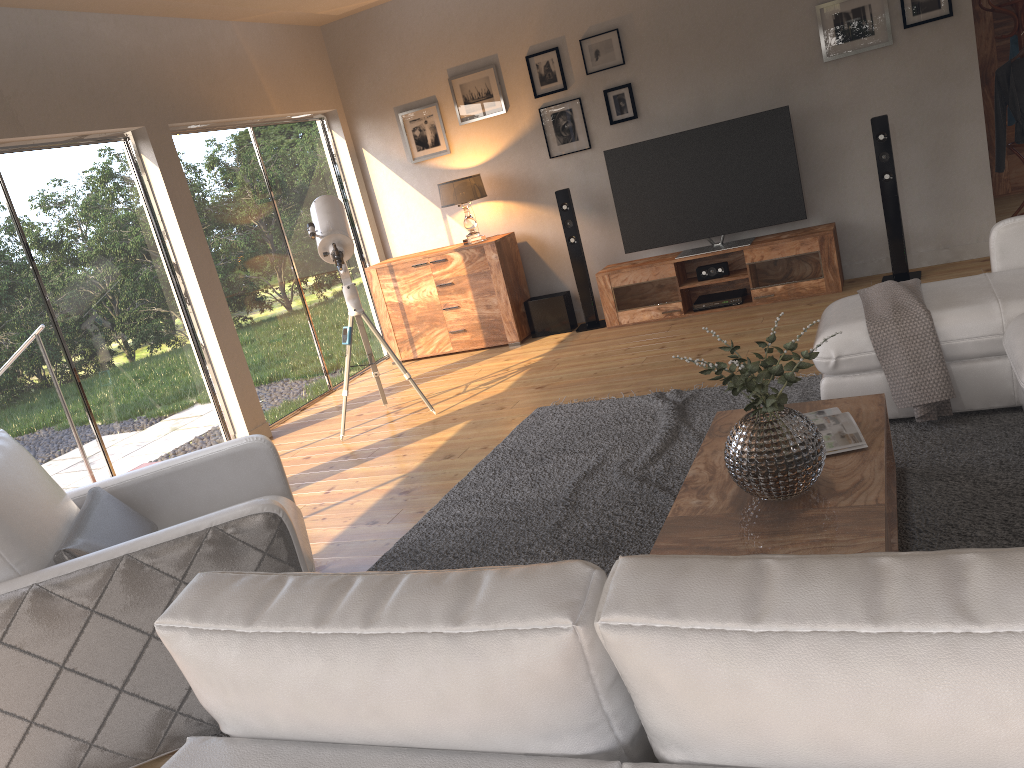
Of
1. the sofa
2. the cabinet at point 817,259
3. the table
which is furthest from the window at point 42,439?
the sofa

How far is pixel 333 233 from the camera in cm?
524

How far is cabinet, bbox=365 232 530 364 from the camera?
6.9 meters

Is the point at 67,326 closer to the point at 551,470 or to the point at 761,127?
the point at 551,470

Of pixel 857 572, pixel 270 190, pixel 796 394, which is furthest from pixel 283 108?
pixel 857 572

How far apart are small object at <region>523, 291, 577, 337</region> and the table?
3.7 meters

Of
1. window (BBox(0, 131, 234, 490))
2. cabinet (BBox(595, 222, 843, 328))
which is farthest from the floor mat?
window (BBox(0, 131, 234, 490))

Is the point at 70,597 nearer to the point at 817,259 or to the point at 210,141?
the point at 210,141

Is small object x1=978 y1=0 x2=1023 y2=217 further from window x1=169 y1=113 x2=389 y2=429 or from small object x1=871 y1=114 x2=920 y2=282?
window x1=169 y1=113 x2=389 y2=429

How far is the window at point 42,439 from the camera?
4.7m
